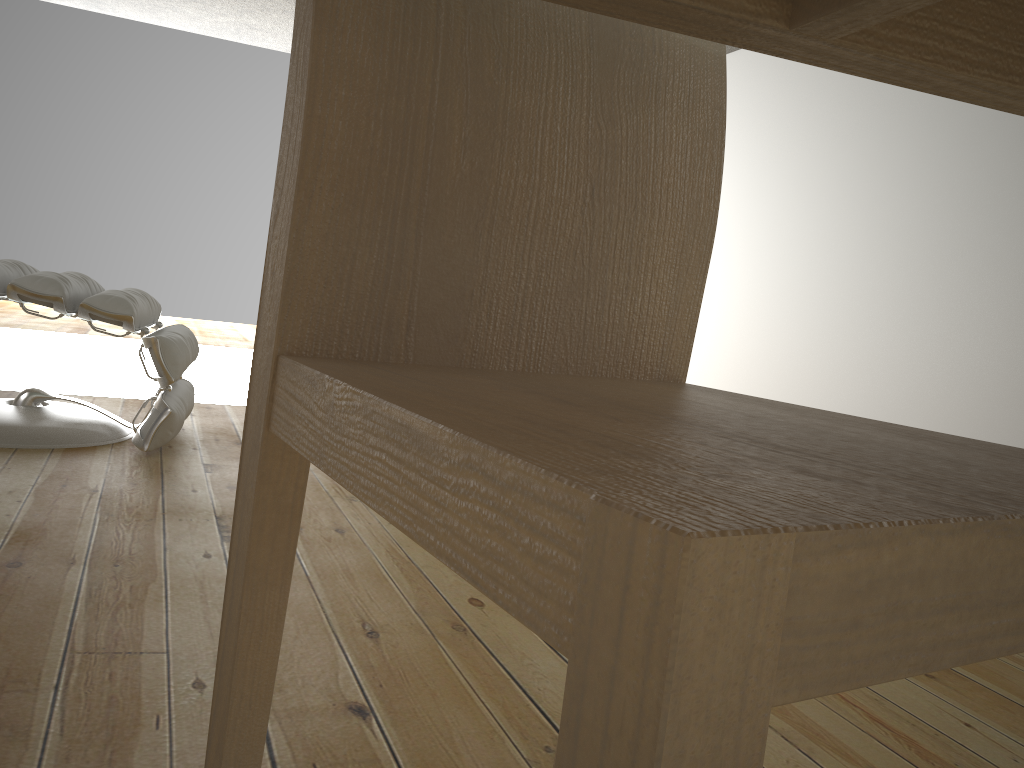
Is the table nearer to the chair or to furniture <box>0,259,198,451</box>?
the chair

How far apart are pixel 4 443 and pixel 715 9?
2.18m

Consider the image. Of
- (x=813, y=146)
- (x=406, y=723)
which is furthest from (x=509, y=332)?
(x=813, y=146)

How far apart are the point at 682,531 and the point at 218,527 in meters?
1.6 m

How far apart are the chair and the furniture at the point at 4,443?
1.7 meters

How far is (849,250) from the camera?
5.08m

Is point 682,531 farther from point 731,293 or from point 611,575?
point 731,293

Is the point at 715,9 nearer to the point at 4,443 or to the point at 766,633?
the point at 766,633

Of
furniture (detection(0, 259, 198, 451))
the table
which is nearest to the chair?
the table

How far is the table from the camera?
0.4m
